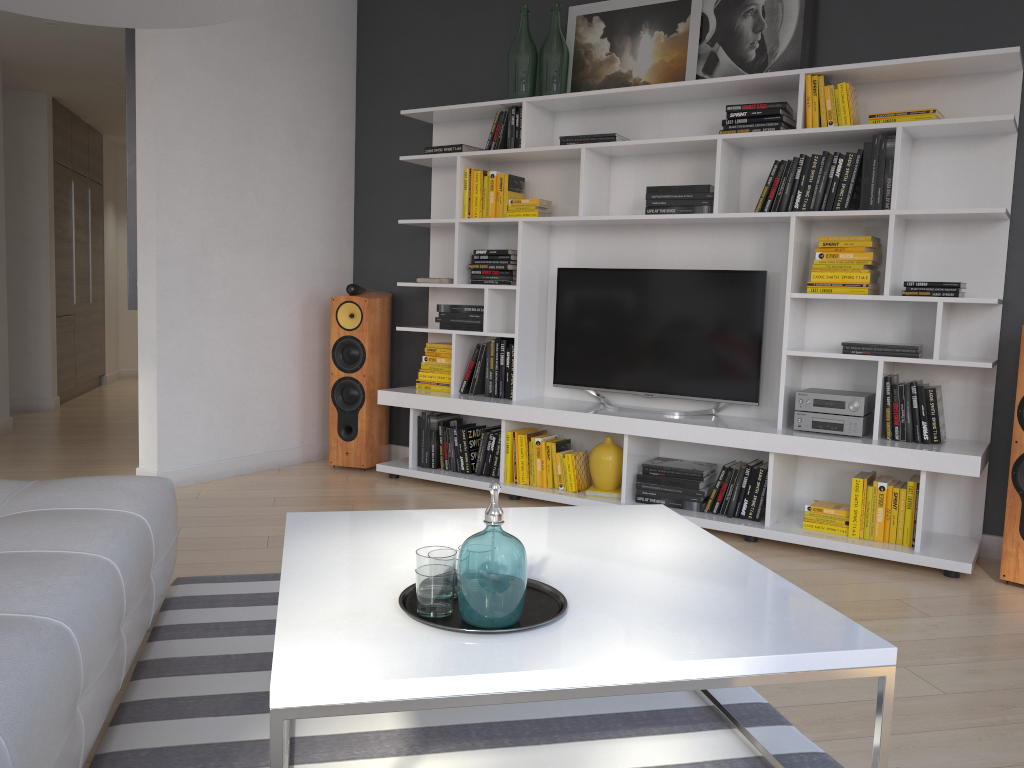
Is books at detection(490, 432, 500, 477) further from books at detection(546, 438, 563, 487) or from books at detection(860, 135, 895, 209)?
books at detection(860, 135, 895, 209)

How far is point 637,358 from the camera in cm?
445

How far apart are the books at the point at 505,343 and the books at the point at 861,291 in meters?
1.6

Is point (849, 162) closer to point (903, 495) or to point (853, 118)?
point (853, 118)

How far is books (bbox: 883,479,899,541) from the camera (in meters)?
3.67

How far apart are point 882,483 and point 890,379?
0.4m

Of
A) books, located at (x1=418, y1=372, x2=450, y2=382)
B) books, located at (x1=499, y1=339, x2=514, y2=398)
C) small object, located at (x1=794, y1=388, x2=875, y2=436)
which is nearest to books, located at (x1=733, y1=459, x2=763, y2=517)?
small object, located at (x1=794, y1=388, x2=875, y2=436)

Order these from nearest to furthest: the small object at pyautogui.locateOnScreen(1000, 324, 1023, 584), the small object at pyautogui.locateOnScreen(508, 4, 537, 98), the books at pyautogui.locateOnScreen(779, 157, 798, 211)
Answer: the small object at pyautogui.locateOnScreen(1000, 324, 1023, 584) < the books at pyautogui.locateOnScreen(779, 157, 798, 211) < the small object at pyautogui.locateOnScreen(508, 4, 537, 98)

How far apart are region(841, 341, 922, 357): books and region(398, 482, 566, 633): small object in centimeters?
243cm

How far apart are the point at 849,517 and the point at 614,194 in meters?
2.0 m
